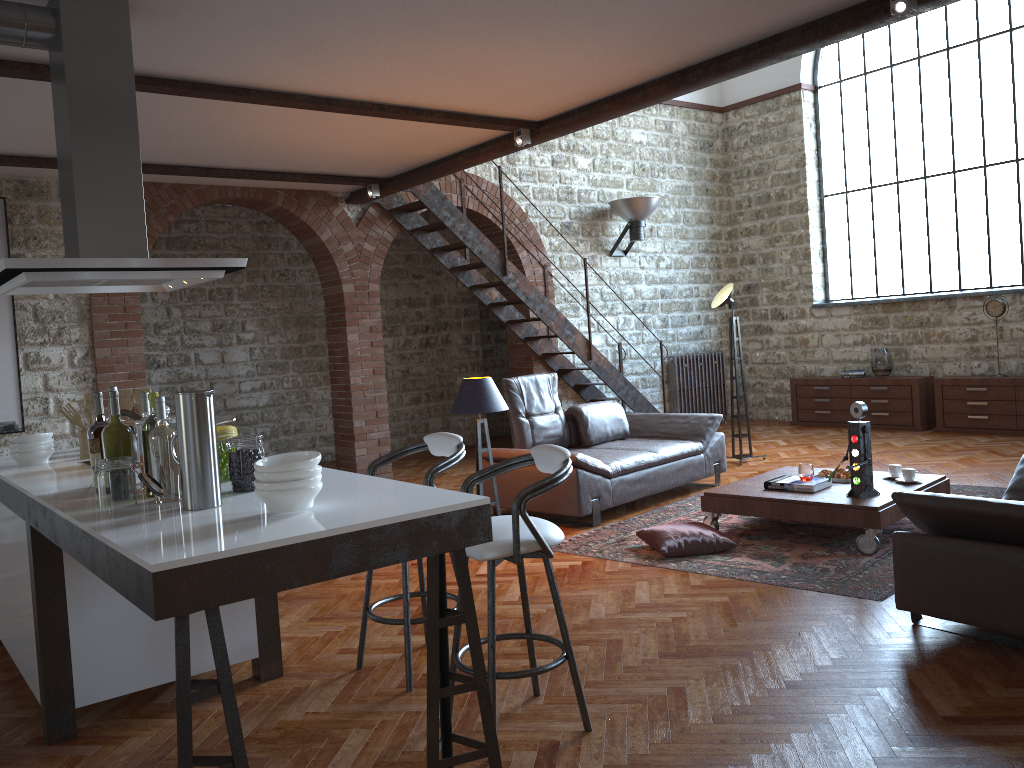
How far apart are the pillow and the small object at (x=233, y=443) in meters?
3.0 m

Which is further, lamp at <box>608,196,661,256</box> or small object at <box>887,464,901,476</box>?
lamp at <box>608,196,661,256</box>

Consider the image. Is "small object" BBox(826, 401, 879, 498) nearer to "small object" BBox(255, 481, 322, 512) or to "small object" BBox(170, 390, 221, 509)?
"small object" BBox(255, 481, 322, 512)

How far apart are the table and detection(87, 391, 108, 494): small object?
3.8m

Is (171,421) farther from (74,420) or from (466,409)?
(466,409)

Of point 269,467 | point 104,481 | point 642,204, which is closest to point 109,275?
point 104,481

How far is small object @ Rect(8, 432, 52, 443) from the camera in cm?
400

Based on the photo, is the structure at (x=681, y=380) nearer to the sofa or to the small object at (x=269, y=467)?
the sofa

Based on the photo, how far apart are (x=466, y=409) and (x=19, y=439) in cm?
276

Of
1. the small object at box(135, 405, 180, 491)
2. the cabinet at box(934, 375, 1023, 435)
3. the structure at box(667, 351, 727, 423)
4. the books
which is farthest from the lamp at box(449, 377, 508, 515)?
the cabinet at box(934, 375, 1023, 435)
